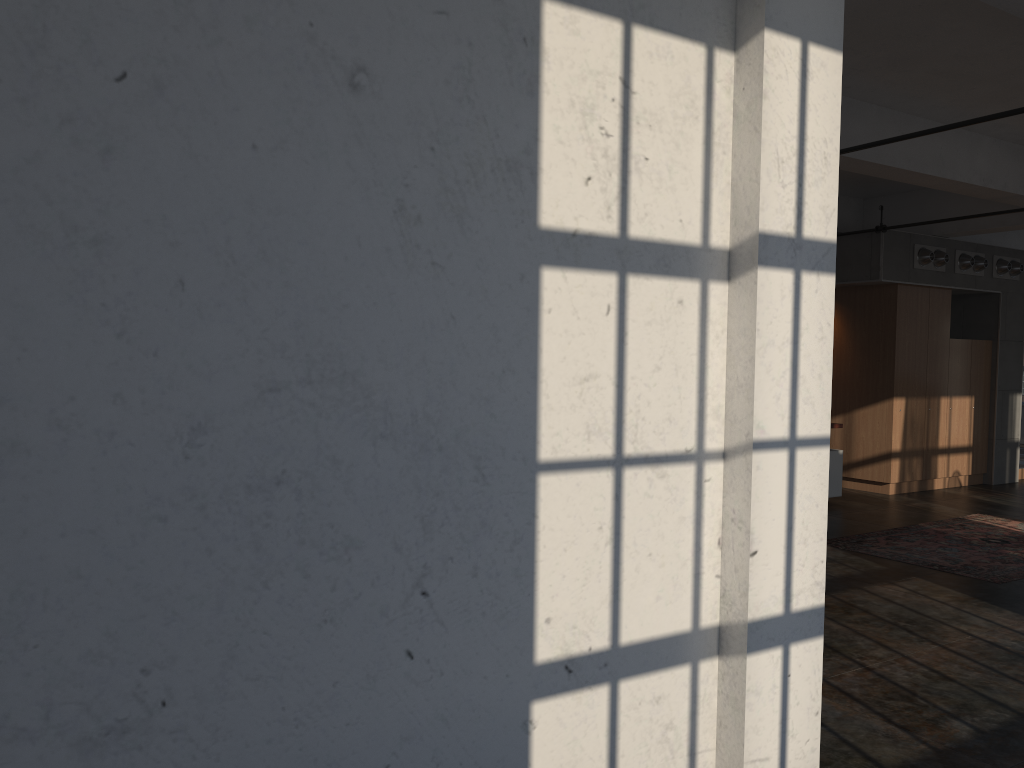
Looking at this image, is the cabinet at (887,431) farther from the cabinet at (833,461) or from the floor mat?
the floor mat

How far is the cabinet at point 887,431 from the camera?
11.2 meters

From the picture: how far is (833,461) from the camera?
10.28m

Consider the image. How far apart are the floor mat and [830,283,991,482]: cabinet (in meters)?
1.65

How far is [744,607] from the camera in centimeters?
301cm

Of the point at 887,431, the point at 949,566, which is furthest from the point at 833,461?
the point at 949,566

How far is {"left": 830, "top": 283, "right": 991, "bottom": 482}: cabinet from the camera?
11.2 meters

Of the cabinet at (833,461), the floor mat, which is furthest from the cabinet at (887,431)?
the floor mat

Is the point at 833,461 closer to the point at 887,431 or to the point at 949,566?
the point at 887,431

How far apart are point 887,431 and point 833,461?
1.4m
